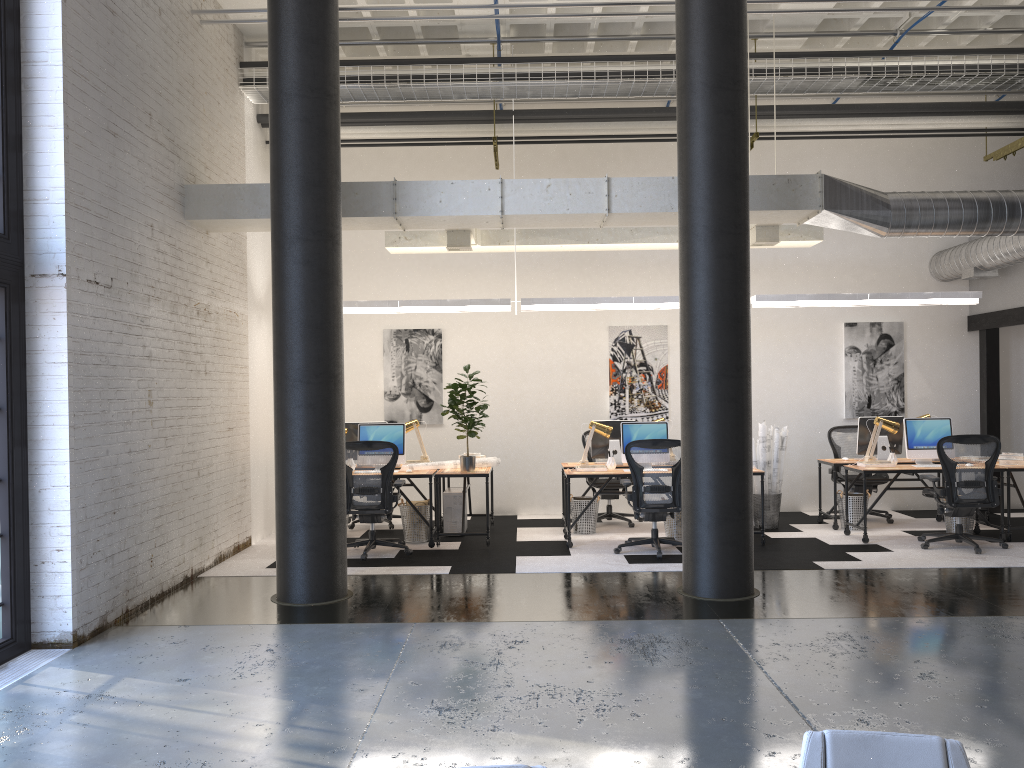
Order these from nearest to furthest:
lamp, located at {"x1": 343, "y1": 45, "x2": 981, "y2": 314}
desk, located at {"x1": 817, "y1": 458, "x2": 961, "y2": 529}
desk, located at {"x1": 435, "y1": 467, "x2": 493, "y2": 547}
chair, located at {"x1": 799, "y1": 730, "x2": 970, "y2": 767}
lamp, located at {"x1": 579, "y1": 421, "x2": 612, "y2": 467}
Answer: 1. chair, located at {"x1": 799, "y1": 730, "x2": 970, "y2": 767}
2. desk, located at {"x1": 435, "y1": 467, "x2": 493, "y2": 547}
3. lamp, located at {"x1": 579, "y1": 421, "x2": 612, "y2": 467}
4. lamp, located at {"x1": 343, "y1": 45, "x2": 981, "y2": 314}
5. desk, located at {"x1": 817, "y1": 458, "x2": 961, "y2": 529}

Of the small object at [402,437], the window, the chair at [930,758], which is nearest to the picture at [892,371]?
the small object at [402,437]

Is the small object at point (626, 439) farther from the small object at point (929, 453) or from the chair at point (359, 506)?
the small object at point (929, 453)

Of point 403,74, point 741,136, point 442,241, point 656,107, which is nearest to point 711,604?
point 741,136

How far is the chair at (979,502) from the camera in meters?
8.1

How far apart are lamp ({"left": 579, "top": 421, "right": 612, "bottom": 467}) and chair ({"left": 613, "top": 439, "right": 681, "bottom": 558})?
0.7 meters

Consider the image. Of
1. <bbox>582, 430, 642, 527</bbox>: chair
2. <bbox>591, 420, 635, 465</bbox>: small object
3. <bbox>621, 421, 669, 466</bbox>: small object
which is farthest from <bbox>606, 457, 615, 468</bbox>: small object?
<bbox>582, 430, 642, 527</bbox>: chair

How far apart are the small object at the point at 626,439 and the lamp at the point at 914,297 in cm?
130

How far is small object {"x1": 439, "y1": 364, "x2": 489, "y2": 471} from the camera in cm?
870

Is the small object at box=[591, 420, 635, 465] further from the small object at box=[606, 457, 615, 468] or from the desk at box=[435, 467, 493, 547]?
the desk at box=[435, 467, 493, 547]
